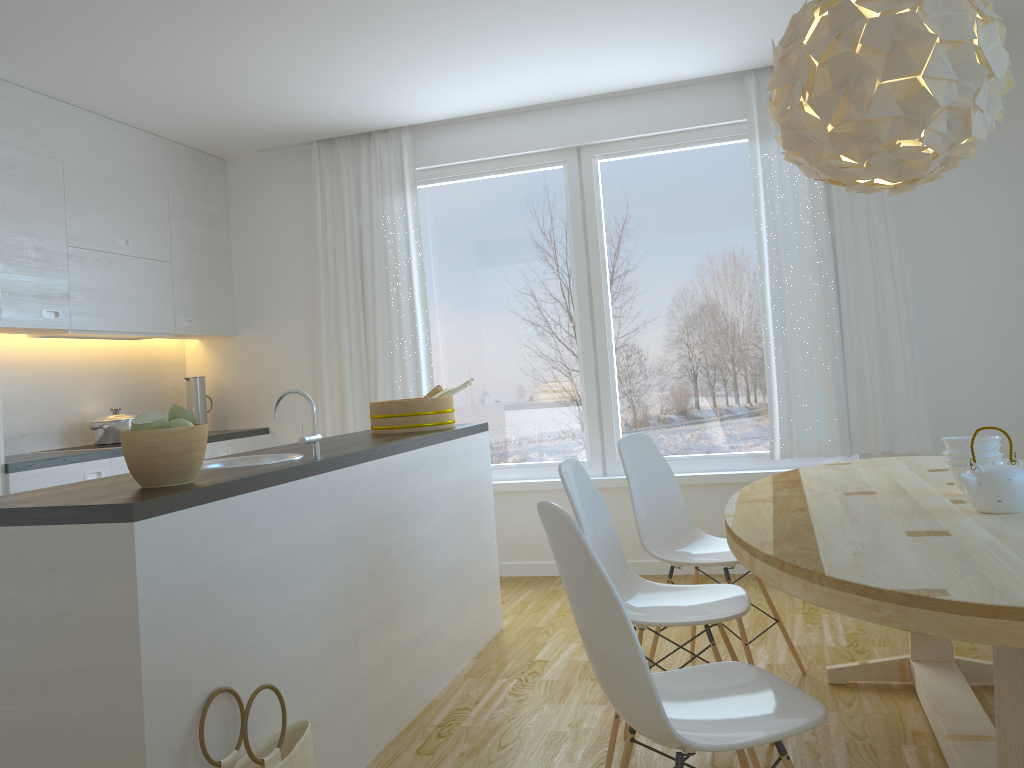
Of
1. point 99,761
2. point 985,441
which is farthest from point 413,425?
point 985,441

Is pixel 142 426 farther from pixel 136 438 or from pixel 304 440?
pixel 304 440

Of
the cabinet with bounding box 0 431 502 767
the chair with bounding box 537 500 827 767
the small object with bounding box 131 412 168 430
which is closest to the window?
the cabinet with bounding box 0 431 502 767

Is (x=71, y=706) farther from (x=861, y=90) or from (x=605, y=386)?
(x=605, y=386)

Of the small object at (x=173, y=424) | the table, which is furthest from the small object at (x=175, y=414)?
the table

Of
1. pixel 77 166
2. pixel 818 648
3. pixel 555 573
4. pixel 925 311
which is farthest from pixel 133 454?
pixel 925 311

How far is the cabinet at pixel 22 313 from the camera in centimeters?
408cm

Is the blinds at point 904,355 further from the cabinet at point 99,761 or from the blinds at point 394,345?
the blinds at point 394,345

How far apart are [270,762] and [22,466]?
2.4m

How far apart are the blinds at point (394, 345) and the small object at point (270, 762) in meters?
3.1
